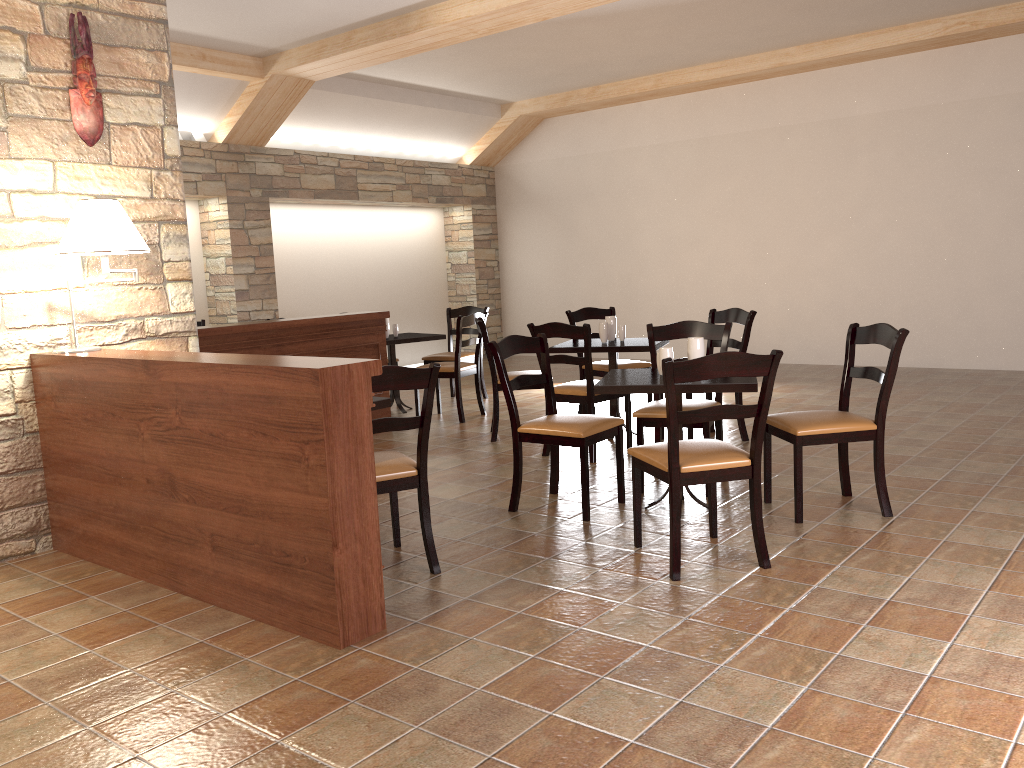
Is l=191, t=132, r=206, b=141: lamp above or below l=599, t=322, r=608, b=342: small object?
above

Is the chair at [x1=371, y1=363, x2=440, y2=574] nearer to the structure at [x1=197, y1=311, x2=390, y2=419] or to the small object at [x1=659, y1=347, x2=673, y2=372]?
the small object at [x1=659, y1=347, x2=673, y2=372]

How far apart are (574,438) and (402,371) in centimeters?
111cm

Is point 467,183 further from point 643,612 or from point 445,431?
point 643,612

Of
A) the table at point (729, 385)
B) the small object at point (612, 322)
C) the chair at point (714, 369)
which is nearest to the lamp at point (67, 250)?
the table at point (729, 385)

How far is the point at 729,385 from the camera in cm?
383

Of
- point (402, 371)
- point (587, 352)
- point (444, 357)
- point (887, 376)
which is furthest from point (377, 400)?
point (444, 357)

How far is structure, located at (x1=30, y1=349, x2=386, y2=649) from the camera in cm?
283

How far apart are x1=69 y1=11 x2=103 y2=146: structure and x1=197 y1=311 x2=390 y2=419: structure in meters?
1.5 m

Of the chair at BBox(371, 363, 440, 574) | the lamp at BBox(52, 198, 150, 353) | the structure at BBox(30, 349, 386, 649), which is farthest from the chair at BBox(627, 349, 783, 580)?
the lamp at BBox(52, 198, 150, 353)
